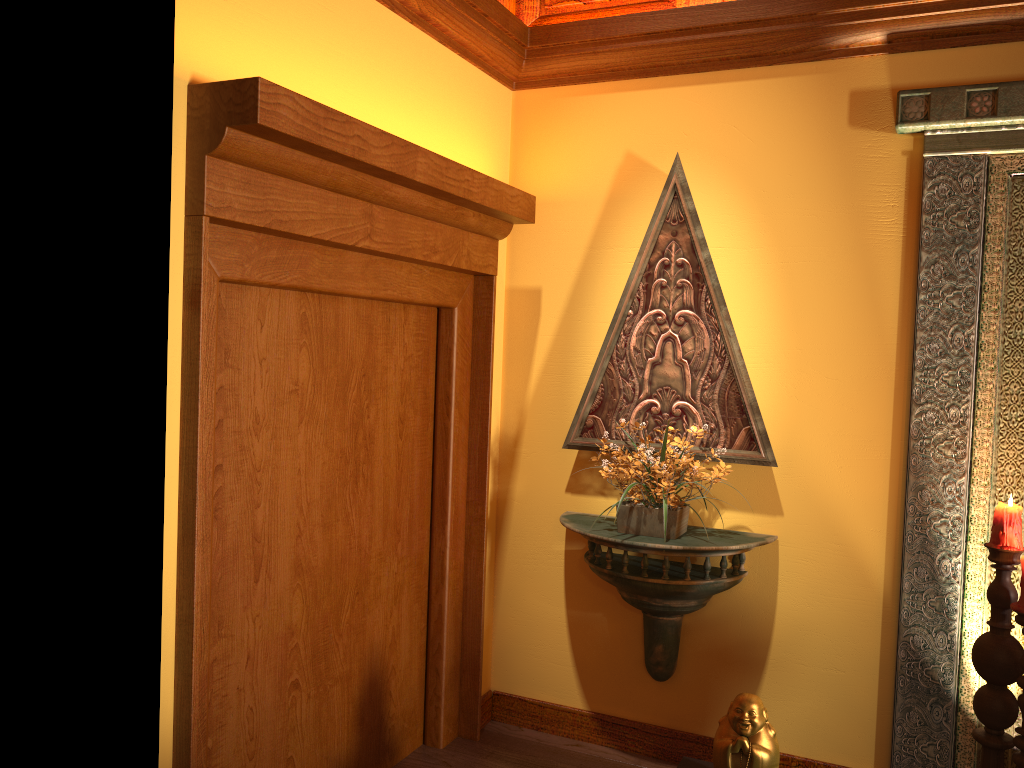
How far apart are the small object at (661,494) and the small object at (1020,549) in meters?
0.9

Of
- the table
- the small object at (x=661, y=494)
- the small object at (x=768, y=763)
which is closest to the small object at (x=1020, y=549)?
the small object at (x=768, y=763)

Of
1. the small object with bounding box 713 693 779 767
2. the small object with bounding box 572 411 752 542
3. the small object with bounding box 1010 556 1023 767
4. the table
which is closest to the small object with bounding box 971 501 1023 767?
the small object with bounding box 1010 556 1023 767

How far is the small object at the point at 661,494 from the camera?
3.1 meters

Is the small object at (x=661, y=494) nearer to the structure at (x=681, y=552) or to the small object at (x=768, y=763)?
the structure at (x=681, y=552)

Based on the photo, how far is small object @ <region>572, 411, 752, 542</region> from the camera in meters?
3.1 m

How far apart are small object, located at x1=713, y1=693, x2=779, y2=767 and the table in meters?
0.2 m

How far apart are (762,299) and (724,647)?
1.3 meters

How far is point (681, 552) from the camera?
3.1m

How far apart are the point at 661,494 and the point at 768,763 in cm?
106
